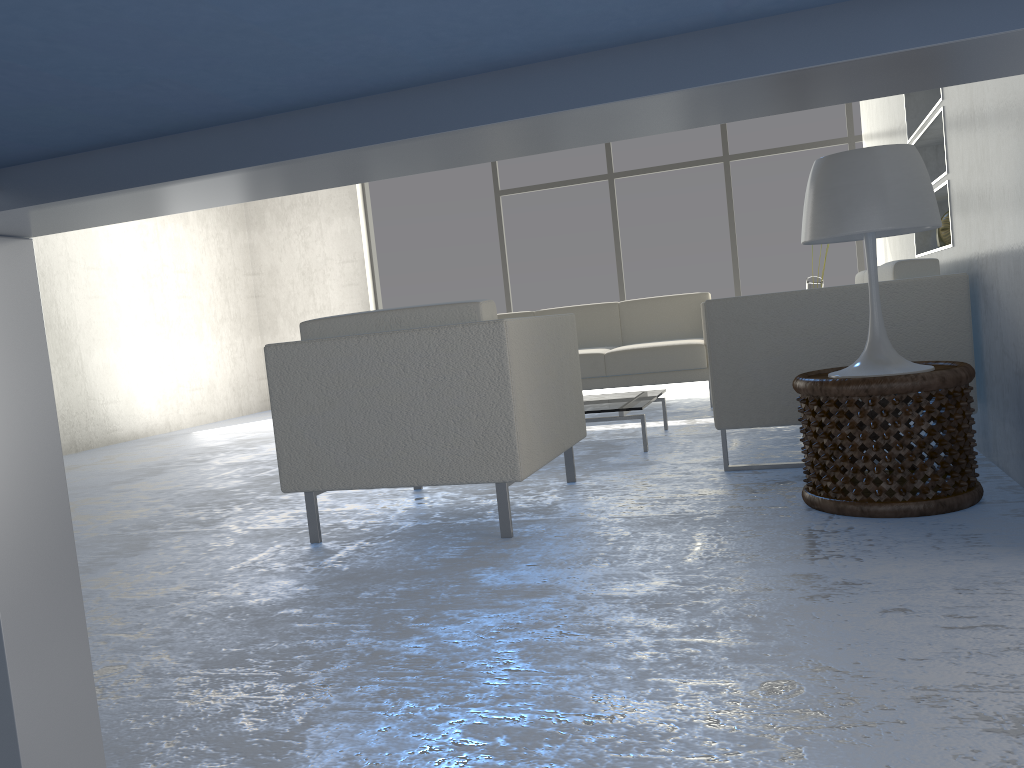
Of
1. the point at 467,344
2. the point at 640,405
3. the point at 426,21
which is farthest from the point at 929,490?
the point at 426,21

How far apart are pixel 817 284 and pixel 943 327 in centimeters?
211cm

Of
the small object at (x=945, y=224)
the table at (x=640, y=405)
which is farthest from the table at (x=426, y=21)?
the small object at (x=945, y=224)

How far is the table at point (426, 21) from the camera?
0.5 meters

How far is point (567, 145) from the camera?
0.73m

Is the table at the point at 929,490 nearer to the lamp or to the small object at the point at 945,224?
the lamp

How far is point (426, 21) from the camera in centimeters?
51cm

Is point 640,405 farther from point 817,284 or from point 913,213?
point 817,284

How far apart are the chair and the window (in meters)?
4.62

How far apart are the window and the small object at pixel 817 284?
2.4 meters
